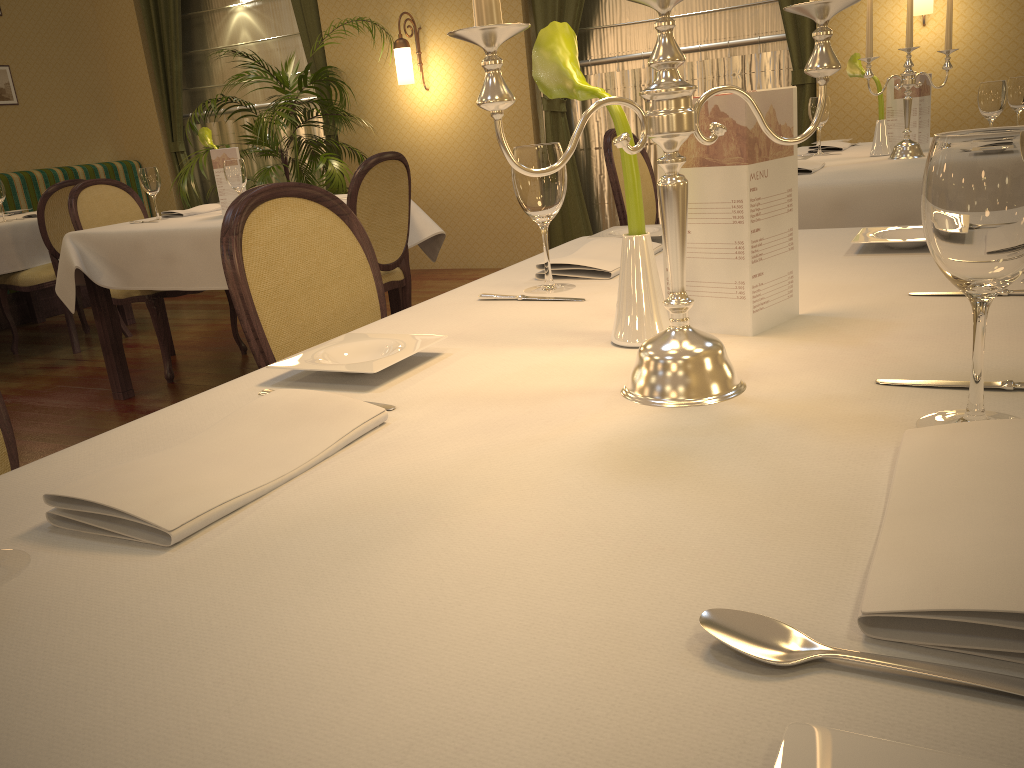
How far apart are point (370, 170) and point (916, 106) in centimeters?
204cm

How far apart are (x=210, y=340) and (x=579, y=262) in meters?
4.0 m

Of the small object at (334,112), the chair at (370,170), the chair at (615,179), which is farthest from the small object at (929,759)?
the small object at (334,112)

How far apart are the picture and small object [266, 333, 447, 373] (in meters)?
7.10

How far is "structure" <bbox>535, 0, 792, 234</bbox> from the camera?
5.4 meters

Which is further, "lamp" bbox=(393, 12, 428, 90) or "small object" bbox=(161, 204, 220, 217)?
"lamp" bbox=(393, 12, 428, 90)

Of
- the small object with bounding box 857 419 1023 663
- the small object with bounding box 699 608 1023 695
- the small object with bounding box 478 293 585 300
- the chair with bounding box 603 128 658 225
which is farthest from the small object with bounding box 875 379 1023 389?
the chair with bounding box 603 128 658 225

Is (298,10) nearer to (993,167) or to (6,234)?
(6,234)

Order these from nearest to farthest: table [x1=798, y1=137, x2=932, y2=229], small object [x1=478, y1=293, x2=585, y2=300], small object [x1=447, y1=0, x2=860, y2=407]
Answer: small object [x1=447, y1=0, x2=860, y2=407] < small object [x1=478, y1=293, x2=585, y2=300] < table [x1=798, y1=137, x2=932, y2=229]

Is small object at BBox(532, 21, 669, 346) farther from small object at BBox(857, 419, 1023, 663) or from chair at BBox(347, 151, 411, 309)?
chair at BBox(347, 151, 411, 309)
